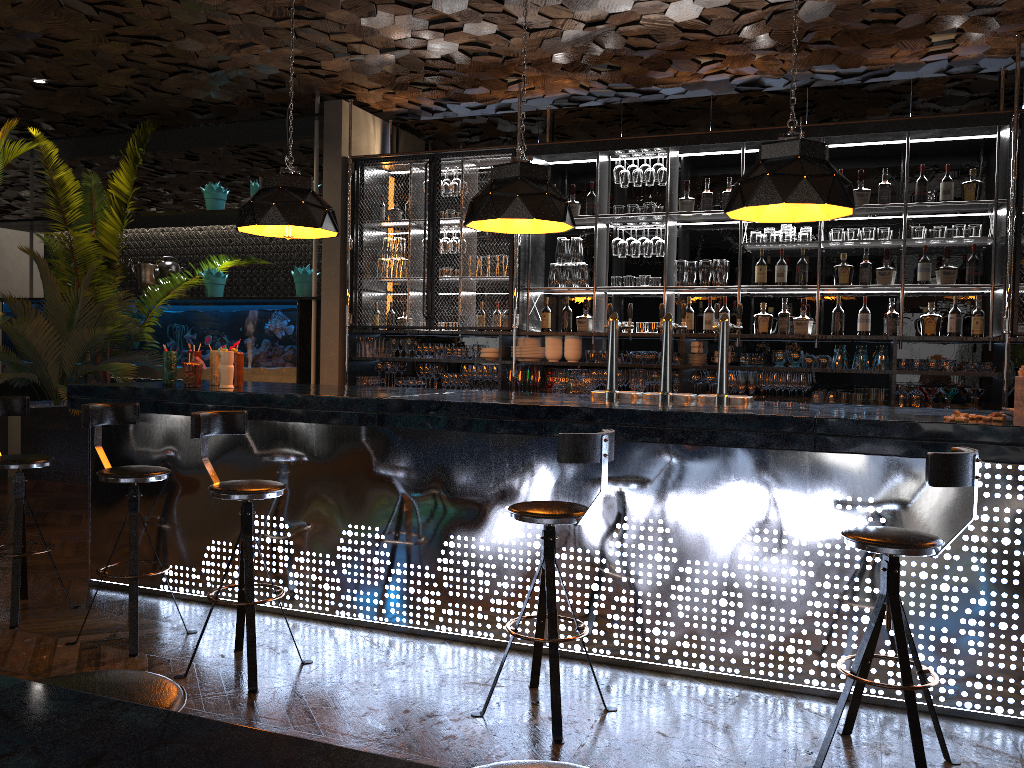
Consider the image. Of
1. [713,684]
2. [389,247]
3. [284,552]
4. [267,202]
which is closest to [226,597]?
[284,552]

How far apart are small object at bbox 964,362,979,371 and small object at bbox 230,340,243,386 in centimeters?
479cm

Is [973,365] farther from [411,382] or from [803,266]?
[411,382]

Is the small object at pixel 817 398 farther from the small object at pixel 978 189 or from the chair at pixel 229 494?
the chair at pixel 229 494

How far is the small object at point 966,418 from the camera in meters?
3.4

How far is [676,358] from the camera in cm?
683

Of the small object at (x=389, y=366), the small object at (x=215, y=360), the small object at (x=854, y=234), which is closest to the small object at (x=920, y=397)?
the small object at (x=854, y=234)

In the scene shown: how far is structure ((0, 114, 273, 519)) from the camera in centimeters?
719cm

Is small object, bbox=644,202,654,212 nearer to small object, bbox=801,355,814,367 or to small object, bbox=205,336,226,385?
small object, bbox=801,355,814,367

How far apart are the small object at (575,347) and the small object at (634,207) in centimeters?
111cm
